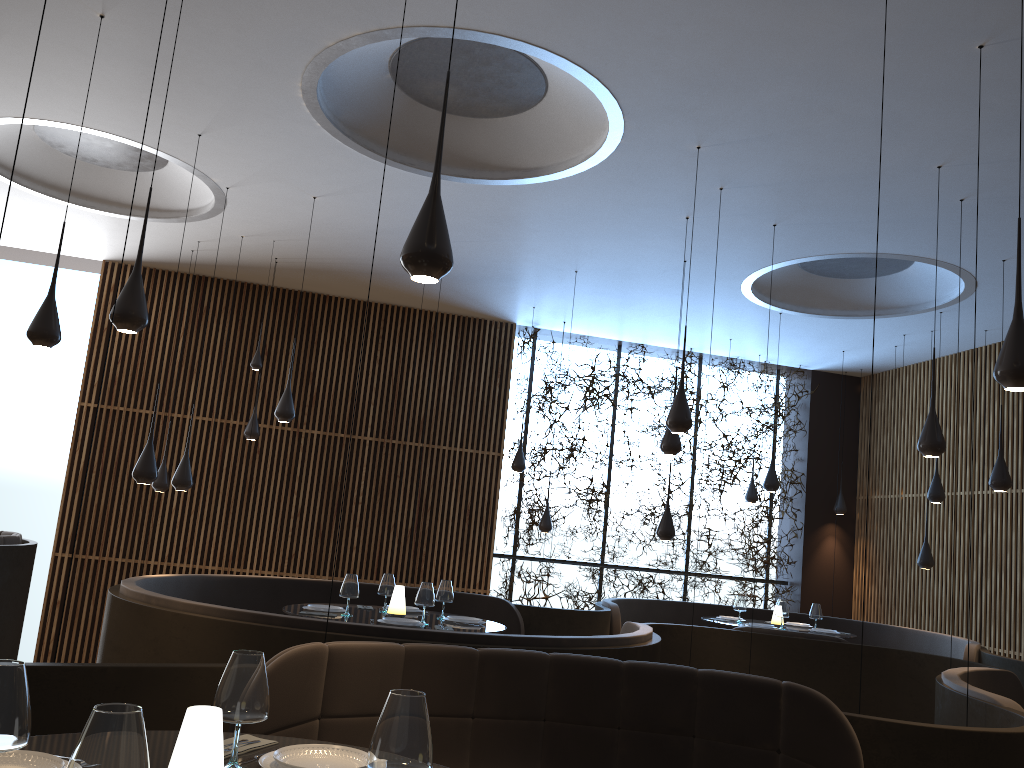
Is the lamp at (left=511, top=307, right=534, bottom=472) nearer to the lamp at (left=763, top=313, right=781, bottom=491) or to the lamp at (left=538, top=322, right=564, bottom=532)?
the lamp at (left=538, top=322, right=564, bottom=532)

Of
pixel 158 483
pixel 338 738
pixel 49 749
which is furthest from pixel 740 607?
pixel 49 749

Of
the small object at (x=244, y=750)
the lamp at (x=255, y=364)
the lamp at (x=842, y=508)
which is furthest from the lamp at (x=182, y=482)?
the lamp at (x=842, y=508)

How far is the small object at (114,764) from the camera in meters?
1.4 m

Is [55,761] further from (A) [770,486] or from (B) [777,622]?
(A) [770,486]

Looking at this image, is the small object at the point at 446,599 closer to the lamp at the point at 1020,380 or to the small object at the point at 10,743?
the lamp at the point at 1020,380

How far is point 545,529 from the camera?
11.9m

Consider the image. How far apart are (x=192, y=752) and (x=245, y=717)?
0.40m

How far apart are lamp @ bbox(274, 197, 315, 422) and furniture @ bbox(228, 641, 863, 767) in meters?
4.9 m

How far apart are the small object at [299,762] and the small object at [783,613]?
7.90m
